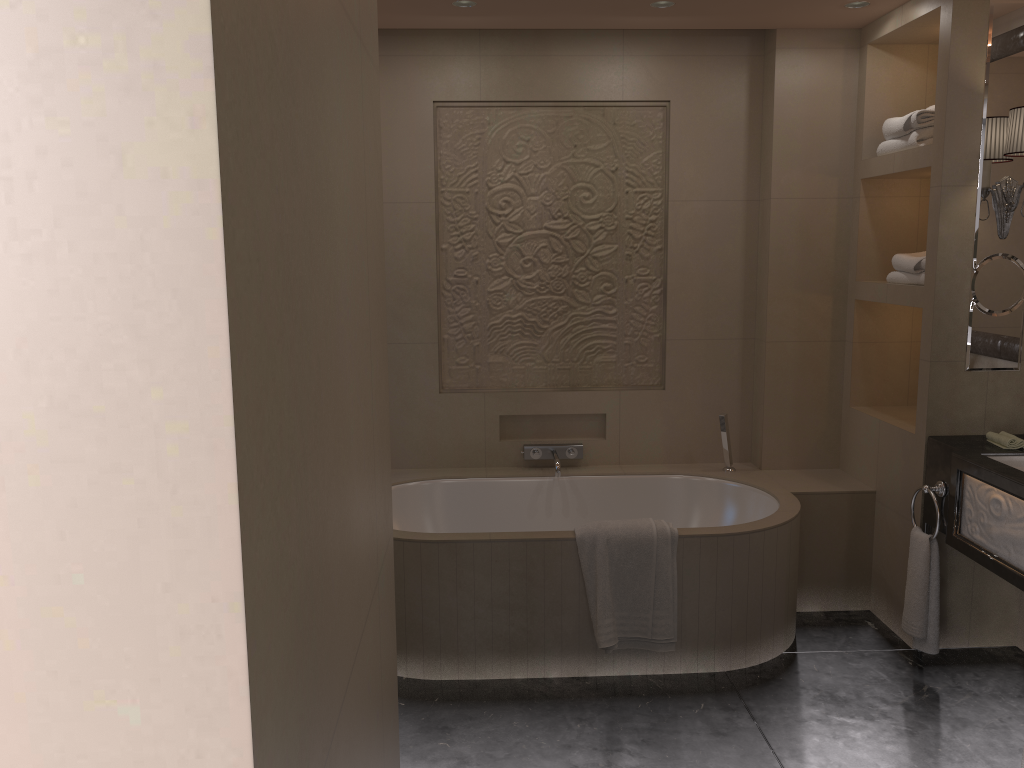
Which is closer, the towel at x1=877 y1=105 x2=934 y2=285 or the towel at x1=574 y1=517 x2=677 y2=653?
the towel at x1=574 y1=517 x2=677 y2=653

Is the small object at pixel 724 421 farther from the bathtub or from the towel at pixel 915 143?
the towel at pixel 915 143

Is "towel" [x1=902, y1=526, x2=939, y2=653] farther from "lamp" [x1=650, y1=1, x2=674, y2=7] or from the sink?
"lamp" [x1=650, y1=1, x2=674, y2=7]

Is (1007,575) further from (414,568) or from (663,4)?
(663,4)

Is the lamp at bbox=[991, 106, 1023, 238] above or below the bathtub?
above

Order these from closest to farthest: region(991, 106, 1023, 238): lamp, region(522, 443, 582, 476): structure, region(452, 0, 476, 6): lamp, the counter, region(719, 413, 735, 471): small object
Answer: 1. the counter
2. region(991, 106, 1023, 238): lamp
3. region(452, 0, 476, 6): lamp
4. region(719, 413, 735, 471): small object
5. region(522, 443, 582, 476): structure

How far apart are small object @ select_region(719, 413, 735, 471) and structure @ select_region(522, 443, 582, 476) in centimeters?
67cm

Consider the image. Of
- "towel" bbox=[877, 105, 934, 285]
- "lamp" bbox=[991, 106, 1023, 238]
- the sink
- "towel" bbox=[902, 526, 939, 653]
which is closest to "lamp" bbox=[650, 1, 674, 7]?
"towel" bbox=[877, 105, 934, 285]

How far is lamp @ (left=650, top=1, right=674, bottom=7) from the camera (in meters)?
3.44

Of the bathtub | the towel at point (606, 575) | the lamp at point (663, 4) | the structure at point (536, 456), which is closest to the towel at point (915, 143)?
the bathtub
